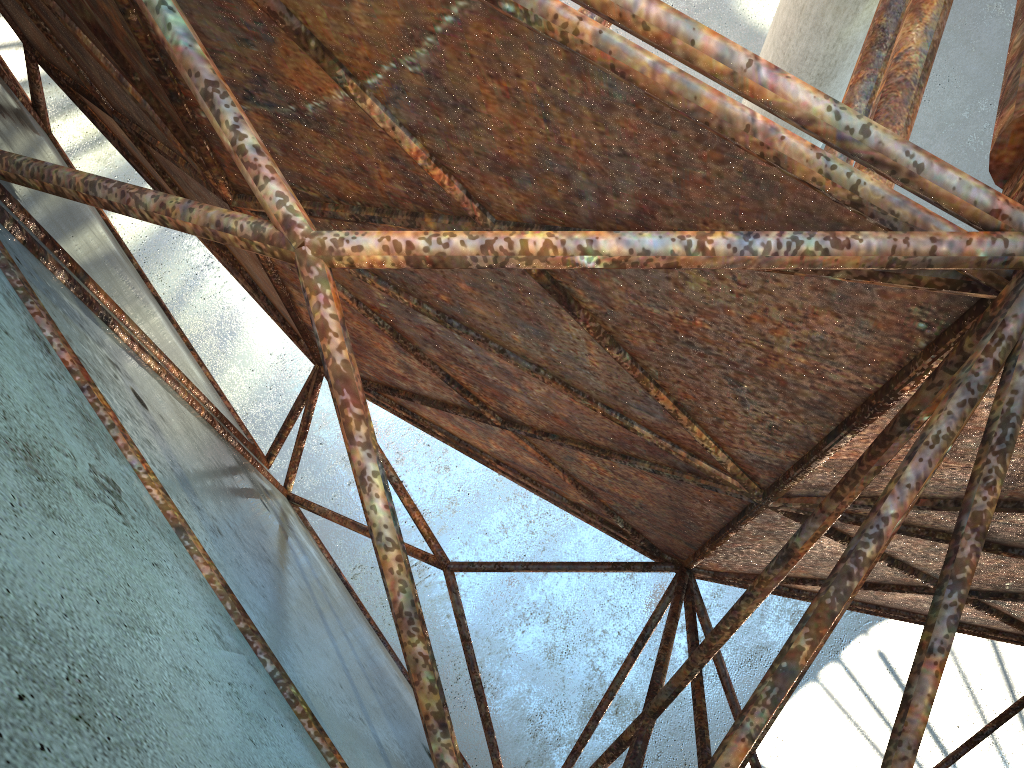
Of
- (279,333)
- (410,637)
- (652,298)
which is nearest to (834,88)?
(279,333)
